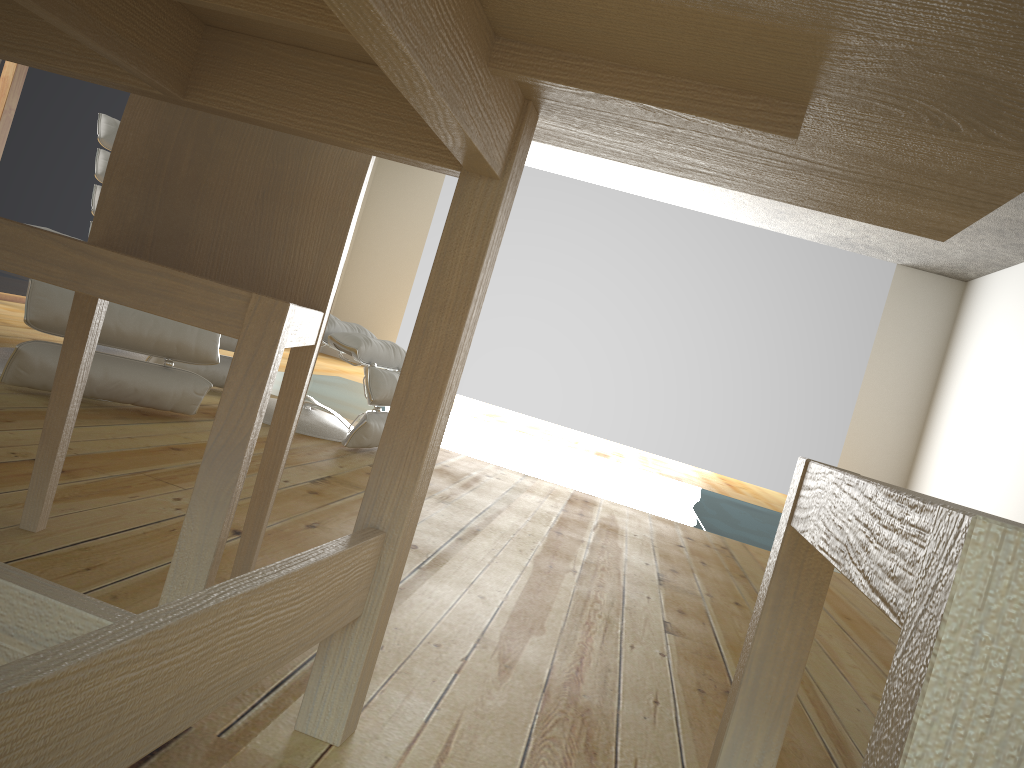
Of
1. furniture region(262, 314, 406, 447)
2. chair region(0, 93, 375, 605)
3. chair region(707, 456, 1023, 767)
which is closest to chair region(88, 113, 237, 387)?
furniture region(262, 314, 406, 447)

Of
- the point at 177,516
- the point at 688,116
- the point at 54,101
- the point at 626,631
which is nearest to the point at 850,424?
the point at 54,101

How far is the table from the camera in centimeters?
53cm

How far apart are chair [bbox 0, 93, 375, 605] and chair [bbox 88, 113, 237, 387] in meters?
2.1 m

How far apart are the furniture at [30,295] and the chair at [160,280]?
1.2 meters

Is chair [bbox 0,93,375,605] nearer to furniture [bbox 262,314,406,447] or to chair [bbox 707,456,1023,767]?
chair [bbox 707,456,1023,767]

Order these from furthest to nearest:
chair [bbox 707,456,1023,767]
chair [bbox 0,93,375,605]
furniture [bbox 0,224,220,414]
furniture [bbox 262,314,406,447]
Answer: furniture [bbox 262,314,406,447] < furniture [bbox 0,224,220,414] < chair [bbox 0,93,375,605] < chair [bbox 707,456,1023,767]

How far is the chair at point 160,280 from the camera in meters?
0.9

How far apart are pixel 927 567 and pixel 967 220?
0.7m

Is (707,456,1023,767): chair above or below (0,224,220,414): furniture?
above
